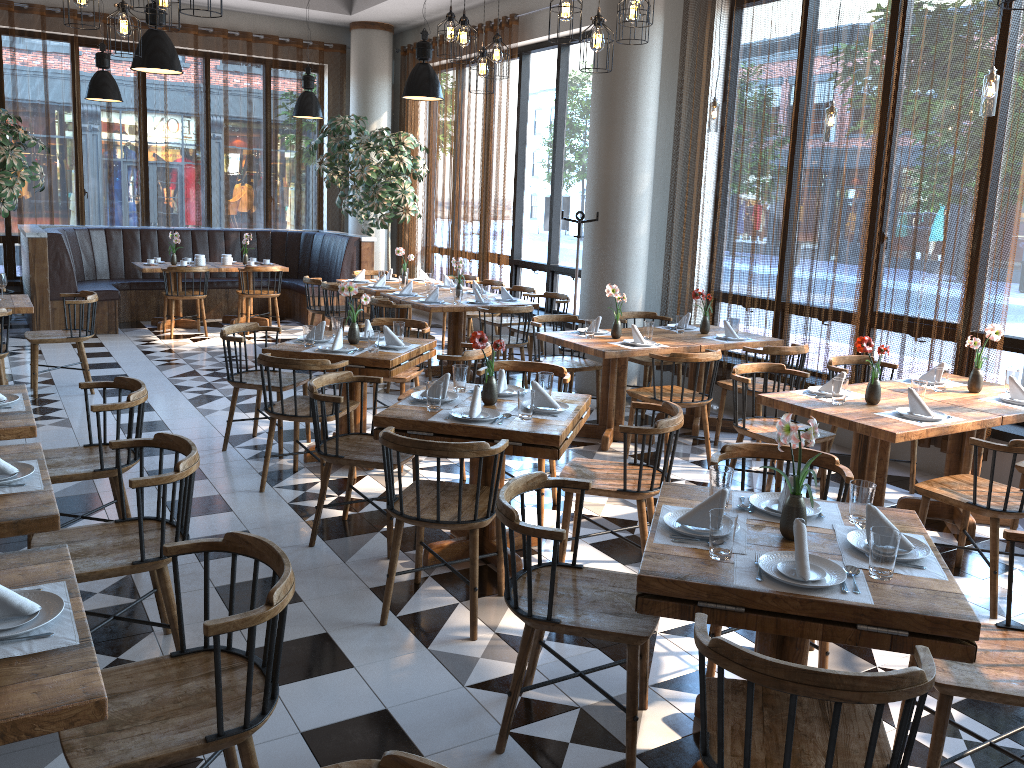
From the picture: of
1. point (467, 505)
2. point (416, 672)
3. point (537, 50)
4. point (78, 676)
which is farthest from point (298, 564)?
point (537, 50)

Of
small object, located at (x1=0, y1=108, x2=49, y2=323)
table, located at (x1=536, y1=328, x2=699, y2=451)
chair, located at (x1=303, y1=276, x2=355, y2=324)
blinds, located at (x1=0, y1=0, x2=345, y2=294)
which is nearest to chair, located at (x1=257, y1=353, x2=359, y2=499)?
table, located at (x1=536, y1=328, x2=699, y2=451)

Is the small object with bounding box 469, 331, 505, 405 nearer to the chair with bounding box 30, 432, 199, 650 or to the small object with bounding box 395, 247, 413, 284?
the chair with bounding box 30, 432, 199, 650

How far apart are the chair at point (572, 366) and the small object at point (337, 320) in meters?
1.6 m

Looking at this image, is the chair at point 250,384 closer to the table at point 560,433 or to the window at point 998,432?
the table at point 560,433

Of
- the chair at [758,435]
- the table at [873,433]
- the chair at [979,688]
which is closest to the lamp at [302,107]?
the chair at [758,435]

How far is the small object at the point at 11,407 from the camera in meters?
3.8

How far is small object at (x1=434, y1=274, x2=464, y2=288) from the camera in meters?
9.5 m

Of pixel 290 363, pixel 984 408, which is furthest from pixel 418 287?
pixel 984 408

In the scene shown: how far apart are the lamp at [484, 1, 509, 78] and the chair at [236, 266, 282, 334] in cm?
508
